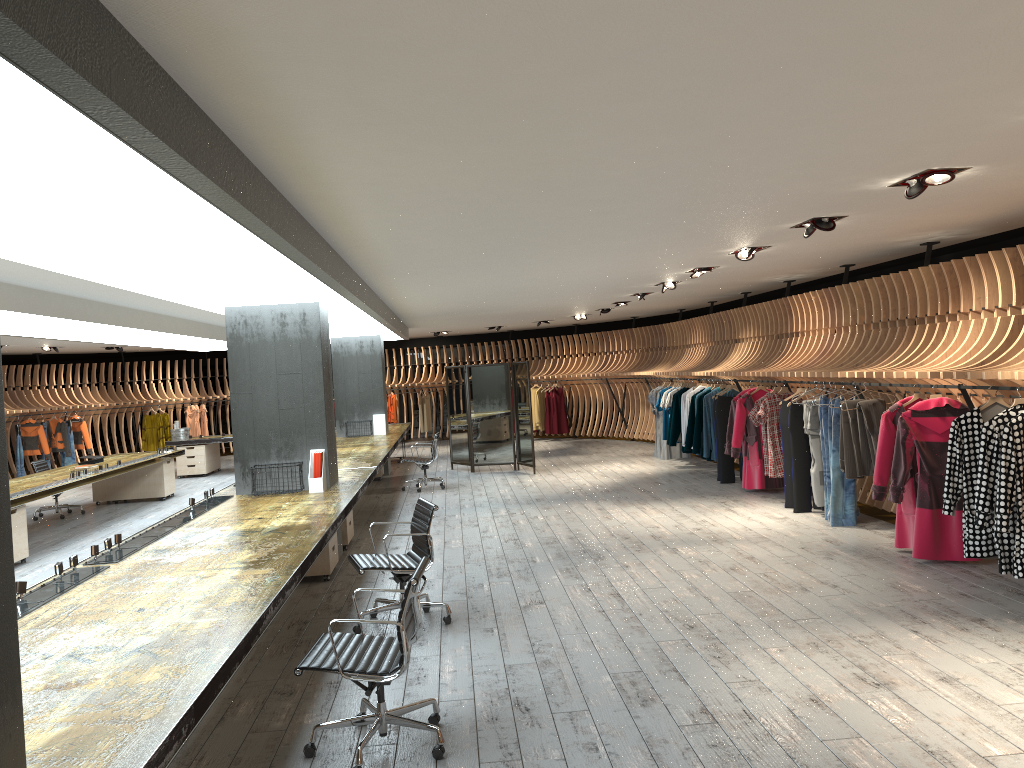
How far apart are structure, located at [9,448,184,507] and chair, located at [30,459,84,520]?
Answer: 0.6 meters

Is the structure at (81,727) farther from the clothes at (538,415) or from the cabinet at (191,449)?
the clothes at (538,415)

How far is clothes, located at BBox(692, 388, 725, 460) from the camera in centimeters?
1308cm

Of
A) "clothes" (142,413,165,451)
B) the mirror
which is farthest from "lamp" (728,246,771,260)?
"clothes" (142,413,165,451)

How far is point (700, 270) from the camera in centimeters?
989cm

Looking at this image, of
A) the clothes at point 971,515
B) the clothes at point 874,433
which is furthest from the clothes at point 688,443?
the clothes at point 971,515

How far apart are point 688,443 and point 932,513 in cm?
640

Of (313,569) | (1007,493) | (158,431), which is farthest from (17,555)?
(158,431)

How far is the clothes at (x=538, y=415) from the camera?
21.04m

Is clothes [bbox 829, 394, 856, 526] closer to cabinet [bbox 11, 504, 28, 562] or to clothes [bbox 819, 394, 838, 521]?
clothes [bbox 819, 394, 838, 521]
